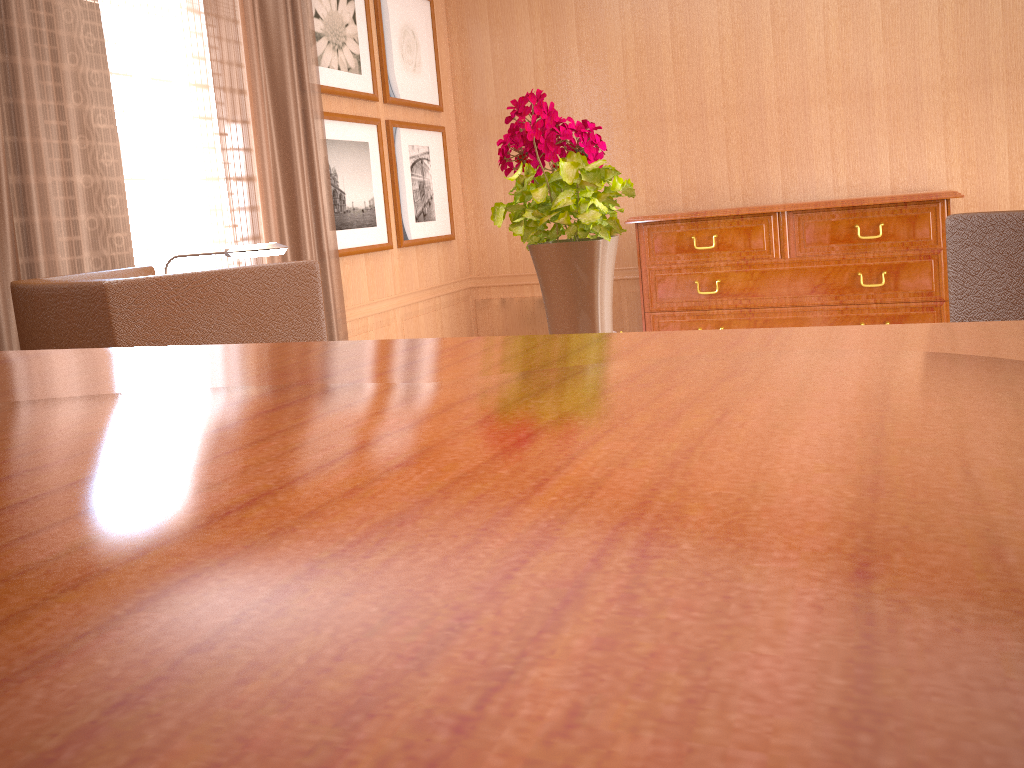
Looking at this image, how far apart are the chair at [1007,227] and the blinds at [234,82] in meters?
4.9

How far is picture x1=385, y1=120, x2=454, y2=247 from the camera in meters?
8.5 m

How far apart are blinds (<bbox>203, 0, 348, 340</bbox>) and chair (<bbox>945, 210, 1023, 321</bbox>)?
4.94m

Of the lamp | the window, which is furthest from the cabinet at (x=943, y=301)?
the lamp

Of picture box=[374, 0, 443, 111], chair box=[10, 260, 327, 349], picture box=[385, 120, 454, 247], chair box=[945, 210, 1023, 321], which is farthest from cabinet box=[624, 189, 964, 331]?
chair box=[945, 210, 1023, 321]

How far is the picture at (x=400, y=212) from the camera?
8.50m

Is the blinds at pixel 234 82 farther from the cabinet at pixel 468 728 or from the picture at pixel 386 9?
the cabinet at pixel 468 728

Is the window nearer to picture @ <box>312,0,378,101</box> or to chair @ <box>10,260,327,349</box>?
picture @ <box>312,0,378,101</box>

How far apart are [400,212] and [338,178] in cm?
107

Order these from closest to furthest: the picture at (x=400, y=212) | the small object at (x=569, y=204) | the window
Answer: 1. the small object at (x=569, y=204)
2. the window
3. the picture at (x=400, y=212)
